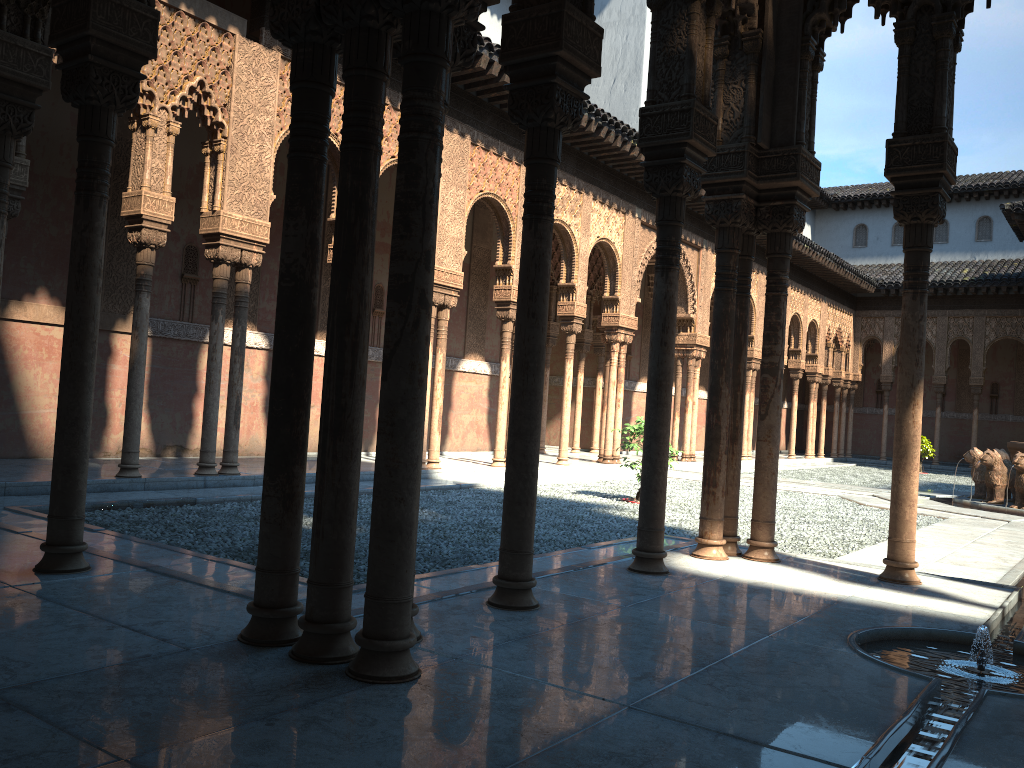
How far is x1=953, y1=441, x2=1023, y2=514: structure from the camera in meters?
15.2

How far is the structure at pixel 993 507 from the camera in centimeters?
1517cm

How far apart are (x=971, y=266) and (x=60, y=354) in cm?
3200

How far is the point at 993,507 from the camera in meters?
15.2

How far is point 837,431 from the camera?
32.96m
